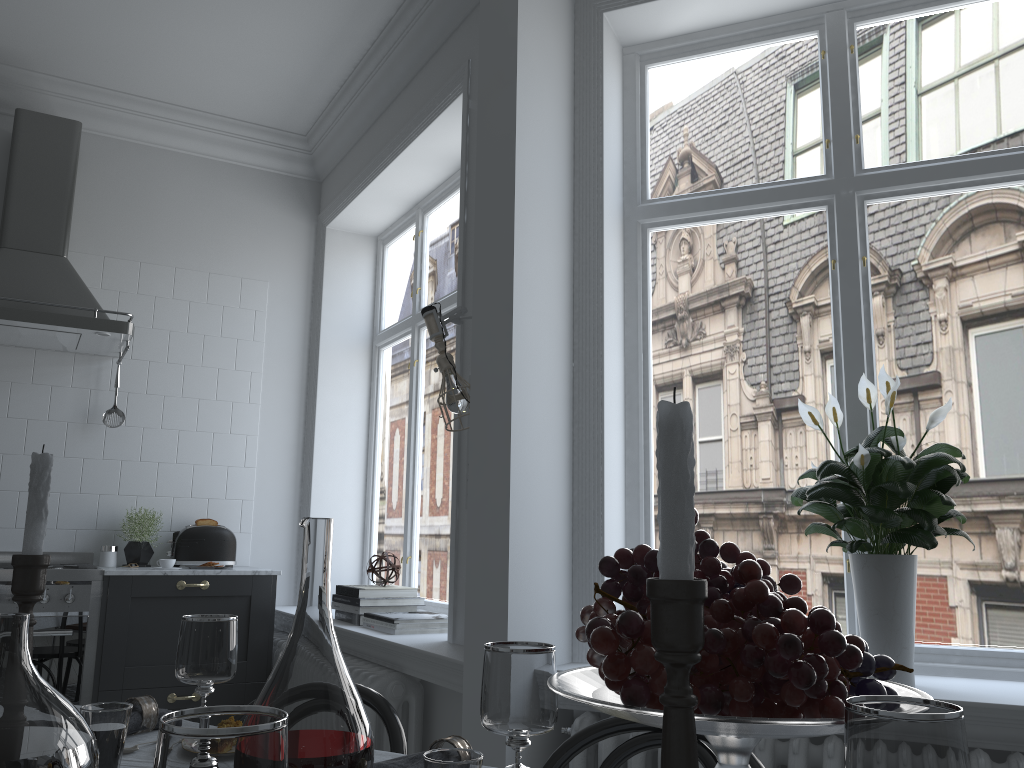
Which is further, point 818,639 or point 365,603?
point 365,603

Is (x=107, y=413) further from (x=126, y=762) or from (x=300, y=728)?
(x=300, y=728)

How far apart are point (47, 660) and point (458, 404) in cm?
215

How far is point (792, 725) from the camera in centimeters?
72cm

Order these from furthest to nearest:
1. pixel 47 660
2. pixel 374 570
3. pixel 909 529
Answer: pixel 374 570 → pixel 47 660 → pixel 909 529

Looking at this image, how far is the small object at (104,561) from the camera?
4.1m

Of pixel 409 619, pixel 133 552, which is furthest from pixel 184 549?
pixel 409 619

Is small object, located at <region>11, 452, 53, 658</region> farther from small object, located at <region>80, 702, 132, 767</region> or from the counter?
the counter

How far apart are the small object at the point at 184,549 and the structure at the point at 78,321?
0.89m

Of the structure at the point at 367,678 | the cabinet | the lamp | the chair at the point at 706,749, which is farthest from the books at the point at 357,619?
the chair at the point at 706,749
